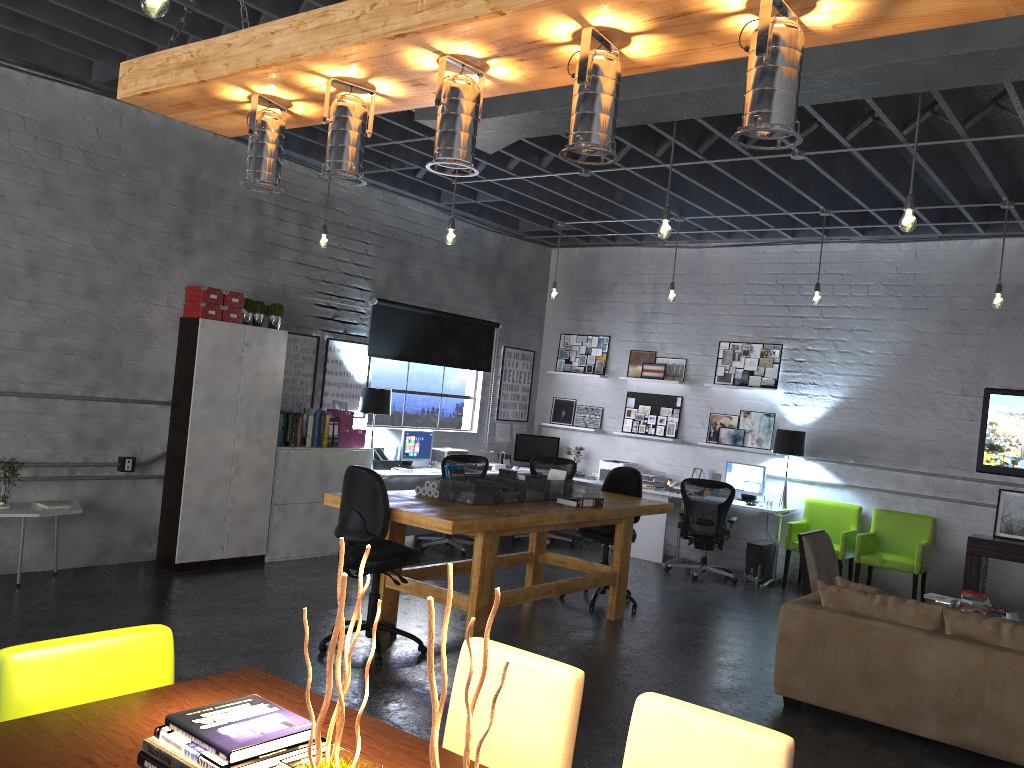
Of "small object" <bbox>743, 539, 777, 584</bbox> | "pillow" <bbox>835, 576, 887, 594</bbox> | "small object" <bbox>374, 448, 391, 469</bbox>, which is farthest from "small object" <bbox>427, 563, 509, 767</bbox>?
"small object" <bbox>743, 539, 777, 584</bbox>

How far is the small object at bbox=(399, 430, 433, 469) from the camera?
9.40m

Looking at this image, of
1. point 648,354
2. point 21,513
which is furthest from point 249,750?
point 648,354

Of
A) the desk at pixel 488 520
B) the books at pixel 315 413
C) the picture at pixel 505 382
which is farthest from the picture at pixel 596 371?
the books at pixel 315 413

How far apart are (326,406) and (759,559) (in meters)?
4.67

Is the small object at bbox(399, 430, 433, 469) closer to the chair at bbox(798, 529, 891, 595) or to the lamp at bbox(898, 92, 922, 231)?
the chair at bbox(798, 529, 891, 595)

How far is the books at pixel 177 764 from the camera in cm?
189

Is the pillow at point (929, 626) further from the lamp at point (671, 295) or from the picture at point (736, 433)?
the picture at point (736, 433)

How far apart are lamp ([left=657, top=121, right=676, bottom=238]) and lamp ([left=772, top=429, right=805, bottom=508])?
4.2 meters

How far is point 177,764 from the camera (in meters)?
1.89
